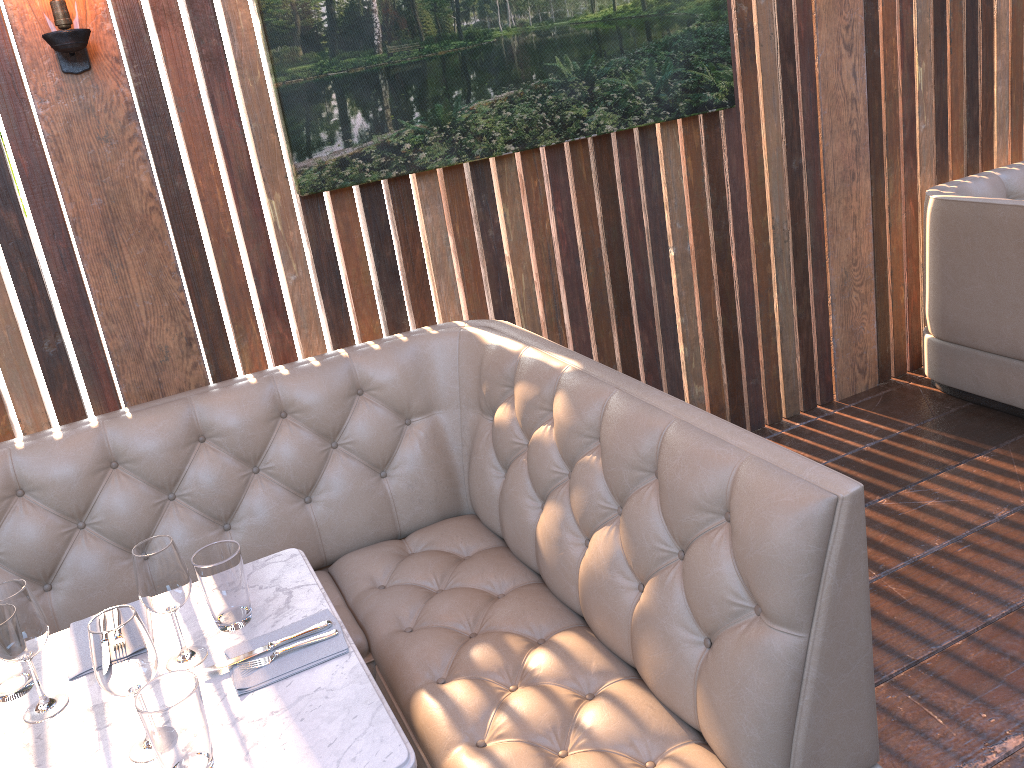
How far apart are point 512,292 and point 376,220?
0.6 meters

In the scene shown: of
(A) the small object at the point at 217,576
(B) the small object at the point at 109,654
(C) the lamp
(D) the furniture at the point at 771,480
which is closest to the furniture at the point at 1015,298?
(D) the furniture at the point at 771,480

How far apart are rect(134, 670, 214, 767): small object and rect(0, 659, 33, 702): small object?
0.44m

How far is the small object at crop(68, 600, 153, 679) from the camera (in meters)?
1.70

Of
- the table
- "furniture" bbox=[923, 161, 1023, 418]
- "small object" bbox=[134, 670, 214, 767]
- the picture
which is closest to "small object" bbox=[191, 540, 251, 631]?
the table

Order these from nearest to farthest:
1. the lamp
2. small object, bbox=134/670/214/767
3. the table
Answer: small object, bbox=134/670/214/767
the table
the lamp

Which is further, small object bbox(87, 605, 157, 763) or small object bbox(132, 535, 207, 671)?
small object bbox(132, 535, 207, 671)

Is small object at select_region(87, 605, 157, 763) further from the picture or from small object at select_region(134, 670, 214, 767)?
the picture

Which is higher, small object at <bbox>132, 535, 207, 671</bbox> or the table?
small object at <bbox>132, 535, 207, 671</bbox>

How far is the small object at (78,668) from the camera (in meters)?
1.70
